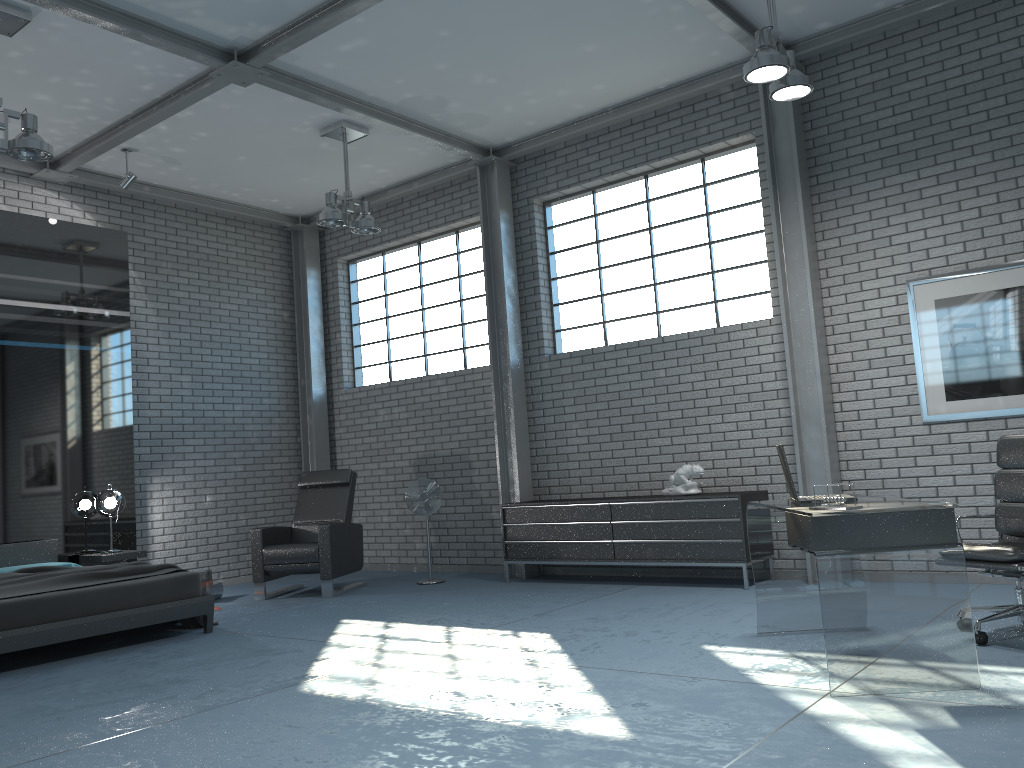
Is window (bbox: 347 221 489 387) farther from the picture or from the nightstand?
the picture

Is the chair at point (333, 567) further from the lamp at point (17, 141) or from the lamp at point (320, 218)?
the lamp at point (17, 141)

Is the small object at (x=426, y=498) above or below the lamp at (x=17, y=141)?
below

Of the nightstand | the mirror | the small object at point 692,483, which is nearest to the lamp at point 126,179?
the mirror

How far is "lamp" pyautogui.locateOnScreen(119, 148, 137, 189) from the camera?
7.8m

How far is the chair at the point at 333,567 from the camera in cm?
763

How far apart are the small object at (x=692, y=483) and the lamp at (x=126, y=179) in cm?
531

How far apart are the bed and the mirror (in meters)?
0.15

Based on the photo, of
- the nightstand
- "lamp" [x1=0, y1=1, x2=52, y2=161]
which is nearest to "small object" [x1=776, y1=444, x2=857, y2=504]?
"lamp" [x1=0, y1=1, x2=52, y2=161]

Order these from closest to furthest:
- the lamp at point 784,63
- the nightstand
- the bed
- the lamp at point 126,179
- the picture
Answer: the lamp at point 784,63, the bed, the picture, the nightstand, the lamp at point 126,179
